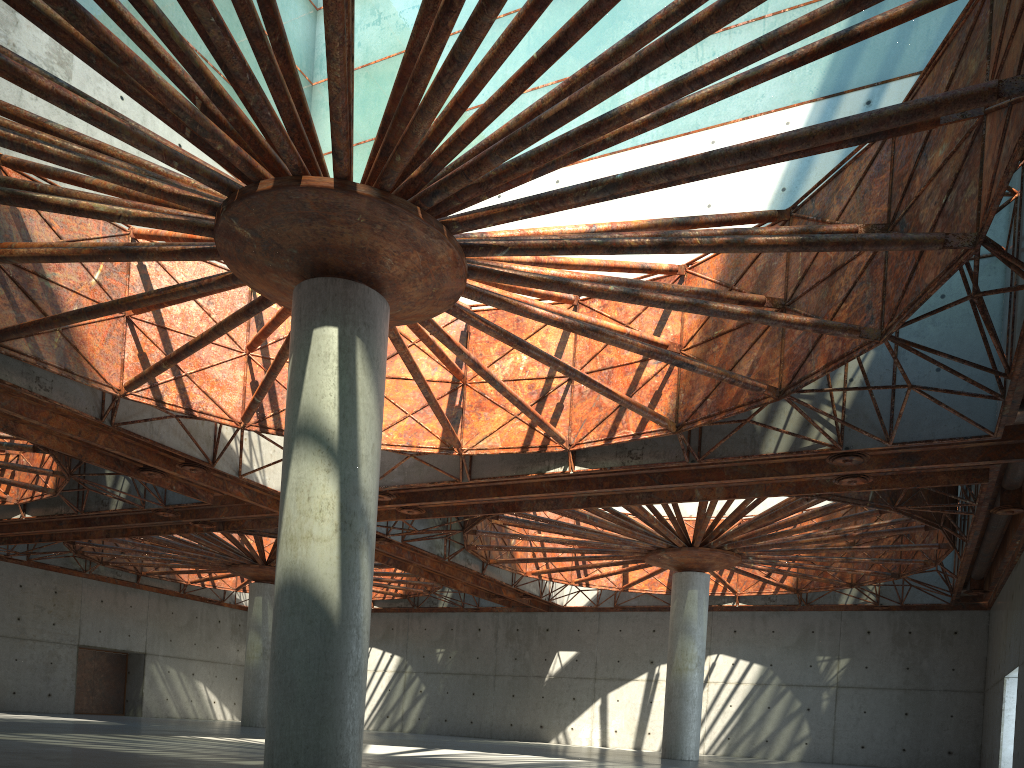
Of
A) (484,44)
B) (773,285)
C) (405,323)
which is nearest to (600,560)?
(773,285)
